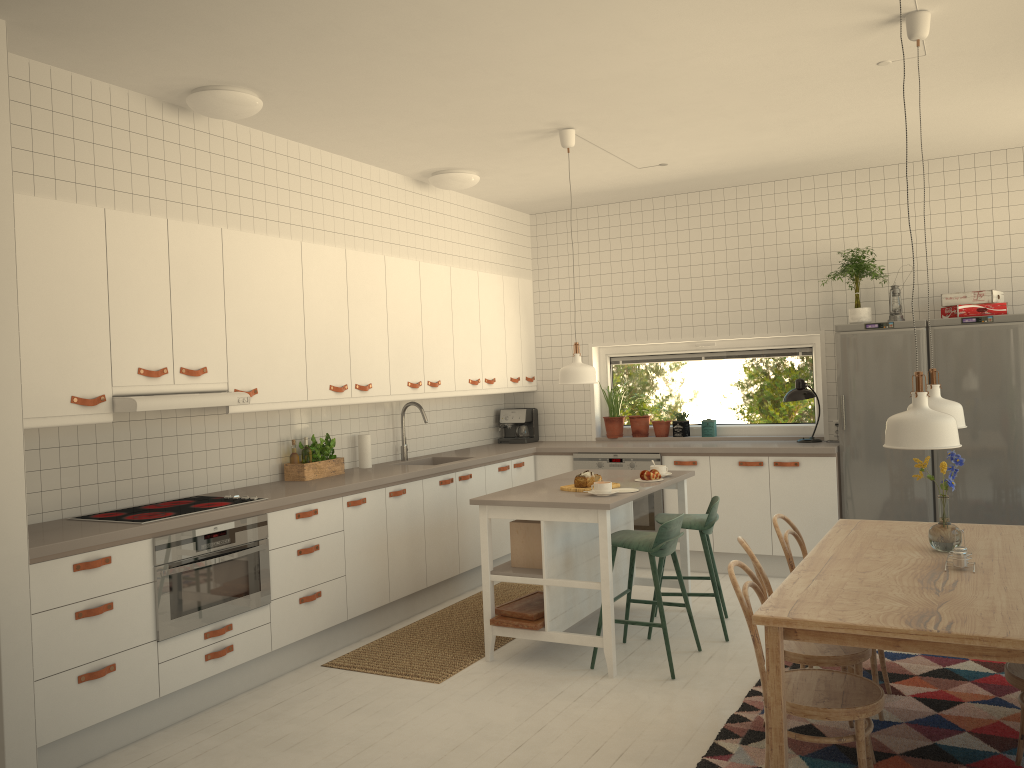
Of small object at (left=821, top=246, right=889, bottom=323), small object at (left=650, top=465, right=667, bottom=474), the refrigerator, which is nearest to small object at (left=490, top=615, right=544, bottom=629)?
small object at (left=650, top=465, right=667, bottom=474)

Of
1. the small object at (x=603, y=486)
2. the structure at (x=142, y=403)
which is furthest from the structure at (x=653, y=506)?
the structure at (x=142, y=403)

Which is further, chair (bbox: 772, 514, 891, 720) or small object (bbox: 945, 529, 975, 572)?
chair (bbox: 772, 514, 891, 720)

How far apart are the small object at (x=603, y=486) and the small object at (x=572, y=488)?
0.2 meters

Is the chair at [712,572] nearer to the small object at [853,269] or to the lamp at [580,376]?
the lamp at [580,376]

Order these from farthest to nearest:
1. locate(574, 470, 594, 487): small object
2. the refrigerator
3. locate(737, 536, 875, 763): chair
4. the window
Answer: the window < the refrigerator < locate(574, 470, 594, 487): small object < locate(737, 536, 875, 763): chair

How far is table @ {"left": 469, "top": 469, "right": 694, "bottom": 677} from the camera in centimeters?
437cm

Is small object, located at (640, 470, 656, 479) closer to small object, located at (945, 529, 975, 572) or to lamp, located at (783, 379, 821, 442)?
lamp, located at (783, 379, 821, 442)

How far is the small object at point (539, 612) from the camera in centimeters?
462cm

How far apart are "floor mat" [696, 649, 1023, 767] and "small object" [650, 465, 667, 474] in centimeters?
131cm
